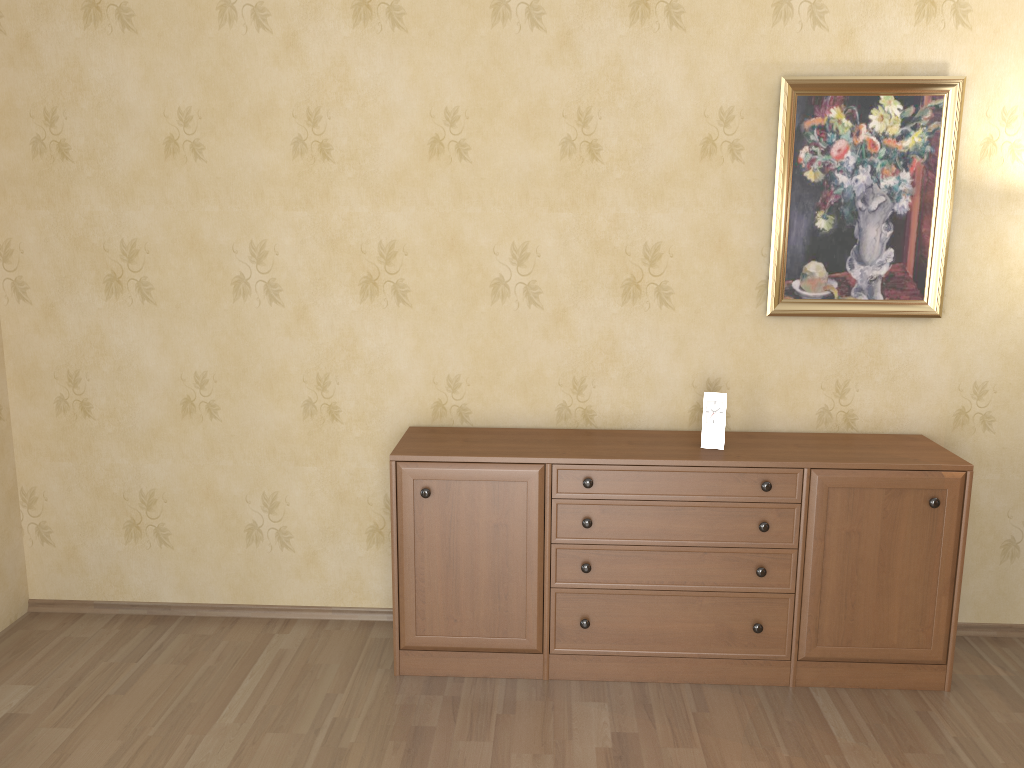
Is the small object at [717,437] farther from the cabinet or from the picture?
the picture

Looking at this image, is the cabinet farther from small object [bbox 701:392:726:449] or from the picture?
the picture

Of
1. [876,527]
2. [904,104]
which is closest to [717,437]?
[876,527]

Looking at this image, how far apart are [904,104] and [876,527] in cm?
150

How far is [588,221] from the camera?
3.31m

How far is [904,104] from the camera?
3.2m

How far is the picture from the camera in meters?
3.2 m

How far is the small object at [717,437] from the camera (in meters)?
3.15

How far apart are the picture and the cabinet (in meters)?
0.46

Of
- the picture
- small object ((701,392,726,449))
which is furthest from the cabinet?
the picture
